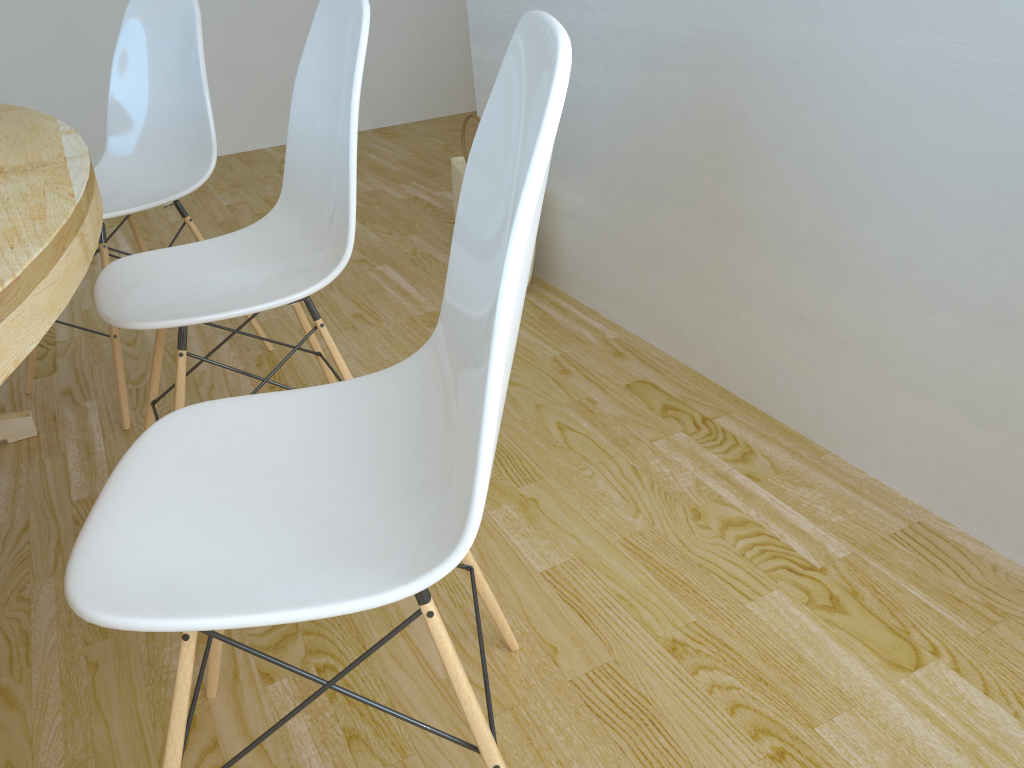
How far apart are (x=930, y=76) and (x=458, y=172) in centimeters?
155cm

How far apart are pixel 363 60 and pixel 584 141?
0.96m

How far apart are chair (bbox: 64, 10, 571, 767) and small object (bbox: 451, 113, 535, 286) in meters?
1.6 m

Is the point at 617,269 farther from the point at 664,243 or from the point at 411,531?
the point at 411,531

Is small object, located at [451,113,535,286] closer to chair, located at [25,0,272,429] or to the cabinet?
the cabinet

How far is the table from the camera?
0.8 meters

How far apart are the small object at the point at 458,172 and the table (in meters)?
1.22

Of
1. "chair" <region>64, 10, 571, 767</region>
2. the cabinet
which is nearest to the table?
"chair" <region>64, 10, 571, 767</region>

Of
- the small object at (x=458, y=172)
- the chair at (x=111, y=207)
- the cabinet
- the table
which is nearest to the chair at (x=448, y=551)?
the table

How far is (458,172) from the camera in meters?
2.6
